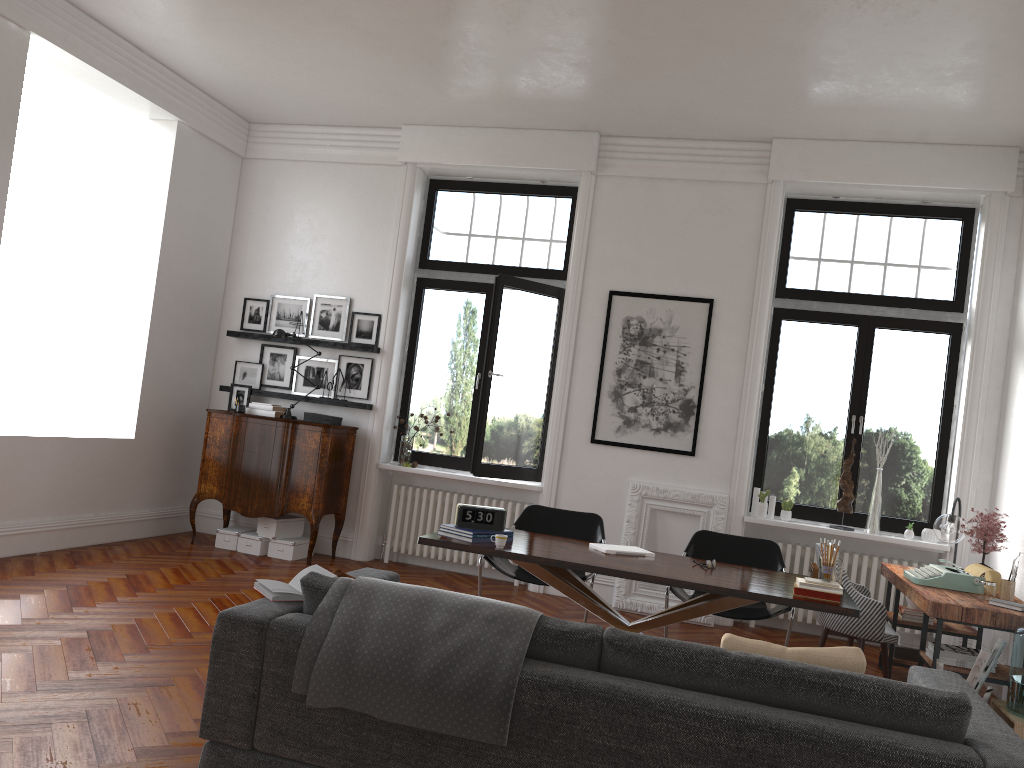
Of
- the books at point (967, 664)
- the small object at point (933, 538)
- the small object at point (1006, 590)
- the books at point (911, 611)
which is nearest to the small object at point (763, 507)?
the small object at point (933, 538)

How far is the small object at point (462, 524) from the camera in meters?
4.9

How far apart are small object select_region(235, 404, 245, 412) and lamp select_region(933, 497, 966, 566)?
5.64m

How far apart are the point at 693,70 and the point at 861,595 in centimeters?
366cm

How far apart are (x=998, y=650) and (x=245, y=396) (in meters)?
6.34

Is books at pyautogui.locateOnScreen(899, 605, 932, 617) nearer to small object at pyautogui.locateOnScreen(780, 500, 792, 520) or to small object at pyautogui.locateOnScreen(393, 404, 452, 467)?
small object at pyautogui.locateOnScreen(780, 500, 792, 520)

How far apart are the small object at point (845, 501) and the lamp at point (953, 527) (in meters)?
1.03

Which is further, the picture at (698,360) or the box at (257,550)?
the box at (257,550)

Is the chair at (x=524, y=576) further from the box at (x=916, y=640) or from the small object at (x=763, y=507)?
the box at (x=916, y=640)

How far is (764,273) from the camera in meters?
7.3
